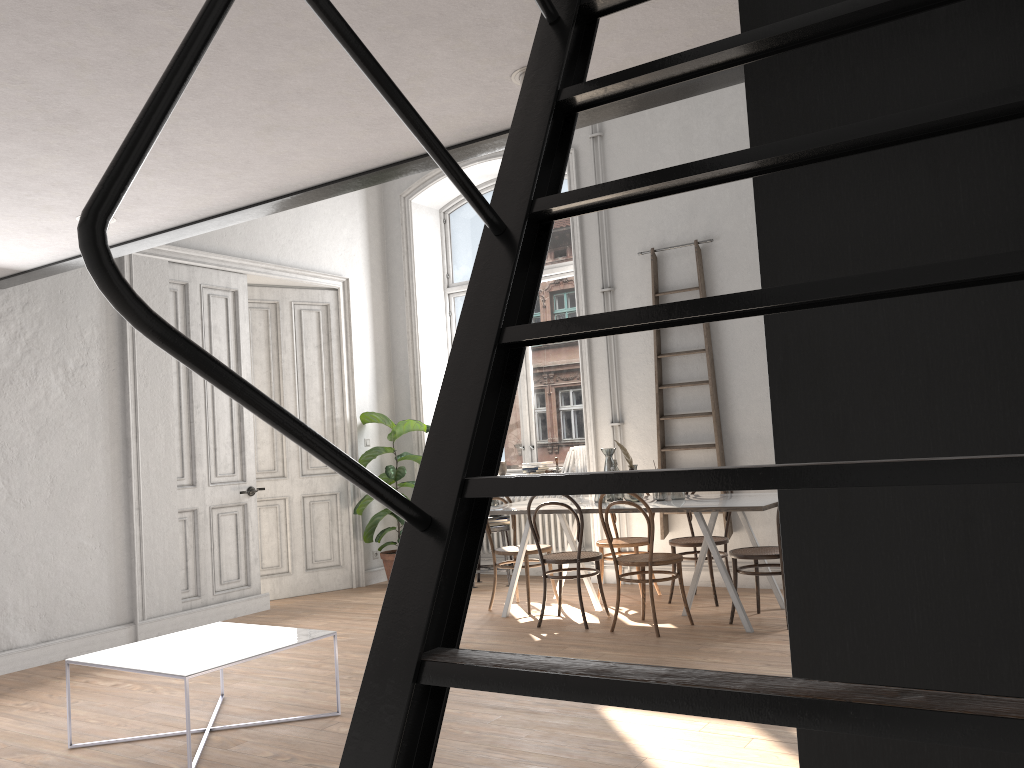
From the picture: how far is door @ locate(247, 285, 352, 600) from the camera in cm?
790

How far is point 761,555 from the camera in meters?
5.5

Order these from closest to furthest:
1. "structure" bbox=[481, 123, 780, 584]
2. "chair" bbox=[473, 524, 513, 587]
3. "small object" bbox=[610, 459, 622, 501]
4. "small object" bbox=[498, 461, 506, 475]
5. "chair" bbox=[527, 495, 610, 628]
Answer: "chair" bbox=[527, 495, 610, 628]
"small object" bbox=[610, 459, 622, 501]
"chair" bbox=[473, 524, 513, 587]
"structure" bbox=[481, 123, 780, 584]
"small object" bbox=[498, 461, 506, 475]

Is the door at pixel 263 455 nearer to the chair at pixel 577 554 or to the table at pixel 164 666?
the chair at pixel 577 554

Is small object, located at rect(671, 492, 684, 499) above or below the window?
below

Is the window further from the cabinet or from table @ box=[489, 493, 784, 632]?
the cabinet

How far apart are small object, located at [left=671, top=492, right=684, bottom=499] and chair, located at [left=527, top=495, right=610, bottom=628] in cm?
68

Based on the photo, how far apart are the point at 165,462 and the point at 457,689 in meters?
3.3

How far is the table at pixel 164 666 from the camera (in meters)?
3.71

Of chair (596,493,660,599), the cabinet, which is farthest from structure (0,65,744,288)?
chair (596,493,660,599)
